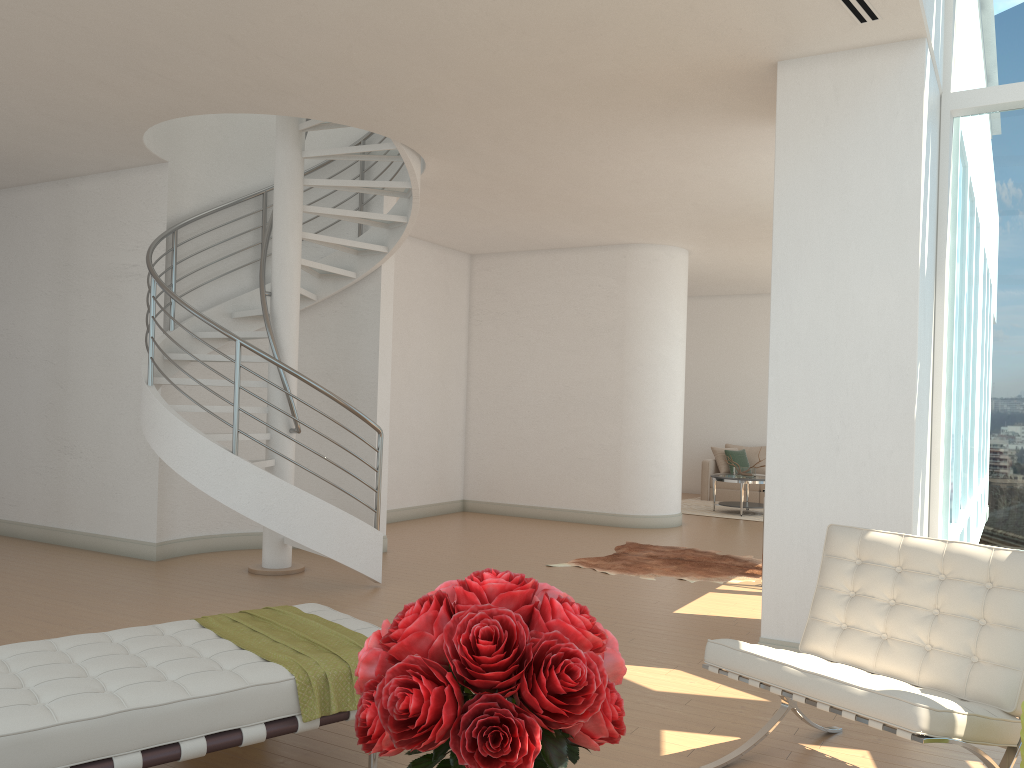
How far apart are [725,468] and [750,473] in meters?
1.7

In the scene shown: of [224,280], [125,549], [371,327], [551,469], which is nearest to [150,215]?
[224,280]

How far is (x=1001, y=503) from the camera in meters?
5.3 m

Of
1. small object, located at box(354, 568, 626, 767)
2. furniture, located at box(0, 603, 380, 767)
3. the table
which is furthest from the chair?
the table

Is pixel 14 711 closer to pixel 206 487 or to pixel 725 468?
pixel 206 487

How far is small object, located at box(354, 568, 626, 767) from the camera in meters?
1.3

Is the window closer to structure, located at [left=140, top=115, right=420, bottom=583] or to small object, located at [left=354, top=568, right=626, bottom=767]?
structure, located at [left=140, top=115, right=420, bottom=583]

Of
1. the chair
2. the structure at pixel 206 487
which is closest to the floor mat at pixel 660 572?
the structure at pixel 206 487

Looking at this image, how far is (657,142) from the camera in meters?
6.6

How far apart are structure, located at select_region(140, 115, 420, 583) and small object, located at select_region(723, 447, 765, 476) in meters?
6.5
